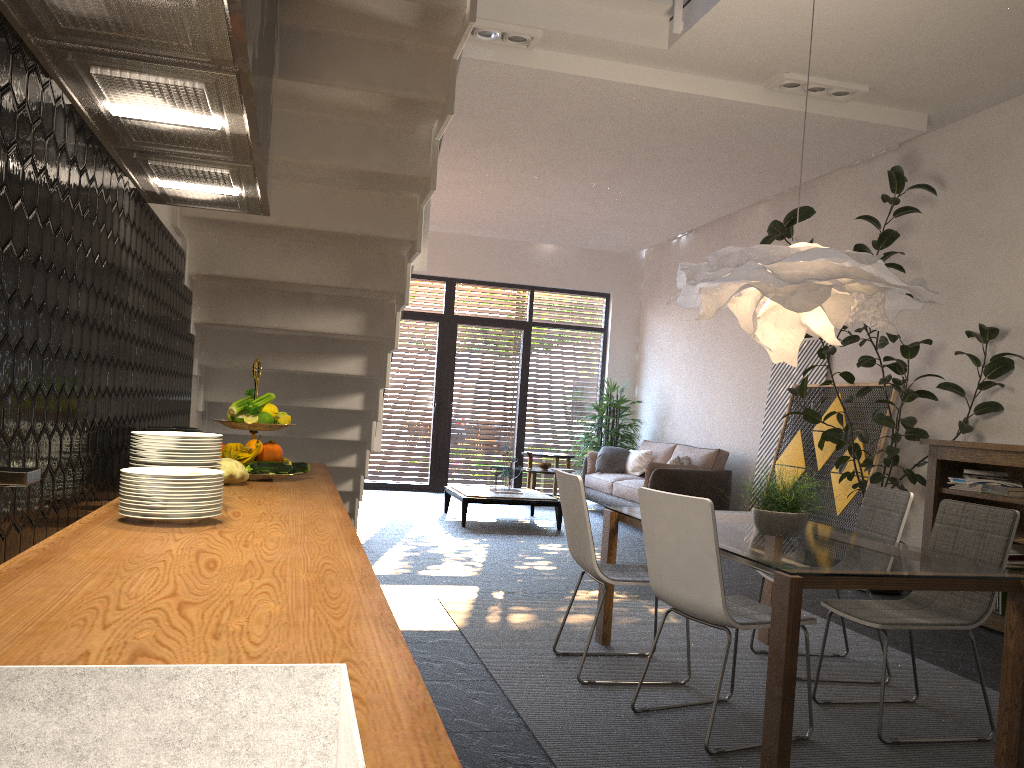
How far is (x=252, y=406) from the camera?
3.0 meters

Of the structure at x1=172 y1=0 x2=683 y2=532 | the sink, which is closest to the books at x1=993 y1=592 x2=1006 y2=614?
the structure at x1=172 y1=0 x2=683 y2=532

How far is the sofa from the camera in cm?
906

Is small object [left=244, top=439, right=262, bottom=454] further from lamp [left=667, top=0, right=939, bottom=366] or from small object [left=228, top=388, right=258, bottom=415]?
lamp [left=667, top=0, right=939, bottom=366]

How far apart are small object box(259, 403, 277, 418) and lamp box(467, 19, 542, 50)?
3.40m

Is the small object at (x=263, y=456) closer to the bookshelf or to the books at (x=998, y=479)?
the bookshelf

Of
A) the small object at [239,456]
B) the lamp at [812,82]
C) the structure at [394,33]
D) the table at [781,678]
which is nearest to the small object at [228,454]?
the small object at [239,456]

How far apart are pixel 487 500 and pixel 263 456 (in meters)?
5.75

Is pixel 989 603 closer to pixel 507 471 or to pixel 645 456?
pixel 507 471

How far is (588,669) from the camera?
4.0m
